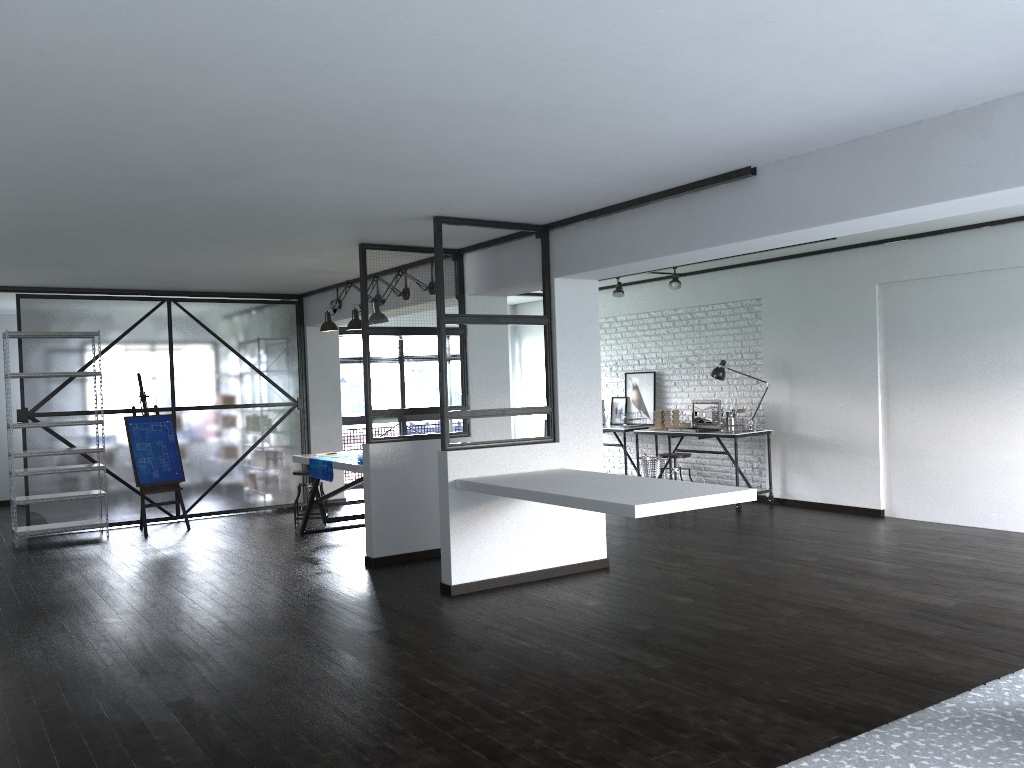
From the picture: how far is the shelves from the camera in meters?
7.6

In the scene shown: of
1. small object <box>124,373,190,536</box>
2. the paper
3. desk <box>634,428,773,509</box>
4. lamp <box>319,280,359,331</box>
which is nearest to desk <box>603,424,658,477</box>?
desk <box>634,428,773,509</box>

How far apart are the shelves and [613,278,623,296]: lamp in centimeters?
522cm

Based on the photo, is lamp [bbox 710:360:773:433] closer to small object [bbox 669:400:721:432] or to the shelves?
small object [bbox 669:400:721:432]

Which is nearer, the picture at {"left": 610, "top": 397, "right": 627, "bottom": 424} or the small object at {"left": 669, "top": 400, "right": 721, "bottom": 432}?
the small object at {"left": 669, "top": 400, "right": 721, "bottom": 432}

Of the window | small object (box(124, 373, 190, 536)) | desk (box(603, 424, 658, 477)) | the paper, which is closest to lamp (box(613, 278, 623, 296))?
desk (box(603, 424, 658, 477))

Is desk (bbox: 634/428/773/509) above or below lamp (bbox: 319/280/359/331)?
below

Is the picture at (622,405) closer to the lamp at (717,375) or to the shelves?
the lamp at (717,375)

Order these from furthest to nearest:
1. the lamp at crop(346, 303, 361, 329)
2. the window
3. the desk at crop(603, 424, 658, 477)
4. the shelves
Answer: the window < the desk at crop(603, 424, 658, 477) < the shelves < the lamp at crop(346, 303, 361, 329)

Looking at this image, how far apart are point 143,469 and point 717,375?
5.5 meters
